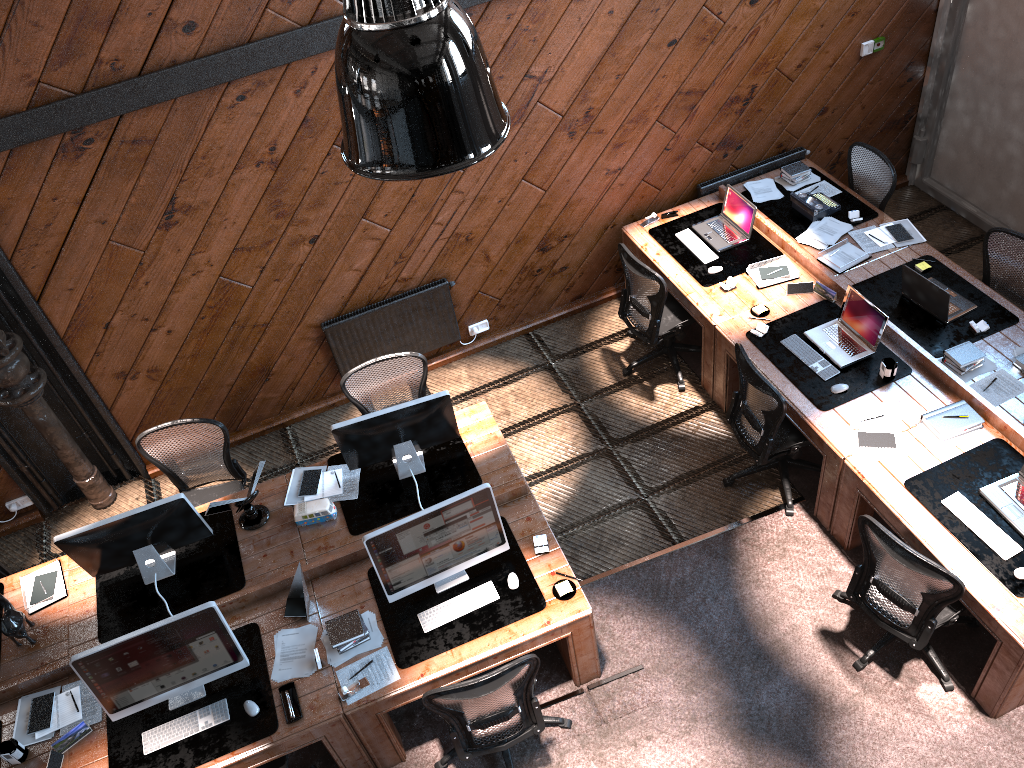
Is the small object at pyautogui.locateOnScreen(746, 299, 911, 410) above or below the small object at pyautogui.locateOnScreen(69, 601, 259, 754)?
below

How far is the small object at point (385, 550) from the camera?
4.6 meters

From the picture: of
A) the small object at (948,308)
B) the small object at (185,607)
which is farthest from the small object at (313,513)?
the small object at (948,308)

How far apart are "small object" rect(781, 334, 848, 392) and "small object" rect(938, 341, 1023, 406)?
0.7 meters

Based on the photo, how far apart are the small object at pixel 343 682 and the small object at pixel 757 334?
3.1 meters

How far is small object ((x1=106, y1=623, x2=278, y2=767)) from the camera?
4.41m

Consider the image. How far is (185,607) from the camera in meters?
5.0

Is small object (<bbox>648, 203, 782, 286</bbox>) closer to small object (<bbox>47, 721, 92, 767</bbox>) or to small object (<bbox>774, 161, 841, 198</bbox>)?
small object (<bbox>774, 161, 841, 198</bbox>)

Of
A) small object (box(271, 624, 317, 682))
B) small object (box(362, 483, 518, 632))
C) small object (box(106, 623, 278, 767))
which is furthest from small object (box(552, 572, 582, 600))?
small object (box(106, 623, 278, 767))

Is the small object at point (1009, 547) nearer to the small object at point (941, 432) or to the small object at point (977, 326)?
the small object at point (941, 432)
